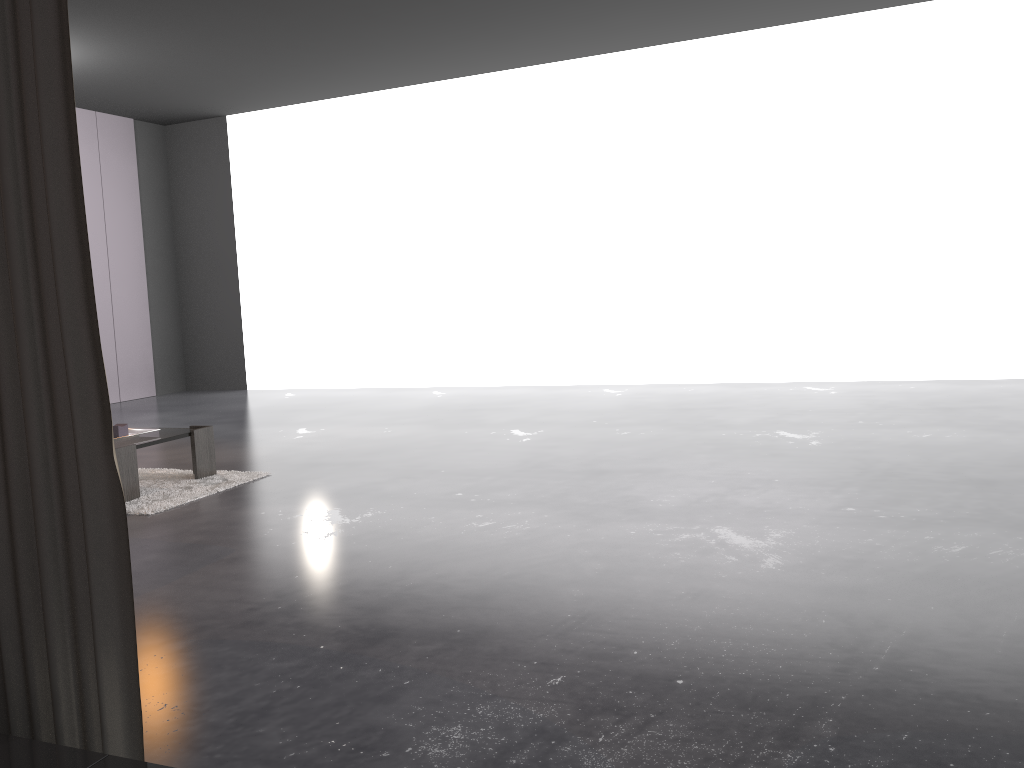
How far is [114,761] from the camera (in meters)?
1.27

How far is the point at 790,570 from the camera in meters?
2.8

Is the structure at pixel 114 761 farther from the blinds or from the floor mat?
the floor mat

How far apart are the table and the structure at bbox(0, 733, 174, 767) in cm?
314

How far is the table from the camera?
4.33m

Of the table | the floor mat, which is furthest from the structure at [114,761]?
the table

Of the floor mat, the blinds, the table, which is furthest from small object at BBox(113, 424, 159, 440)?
the blinds

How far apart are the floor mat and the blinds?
2.6 meters

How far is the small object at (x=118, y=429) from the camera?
4.6m

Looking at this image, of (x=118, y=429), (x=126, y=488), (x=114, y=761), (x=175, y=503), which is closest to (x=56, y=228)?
(x=114, y=761)
